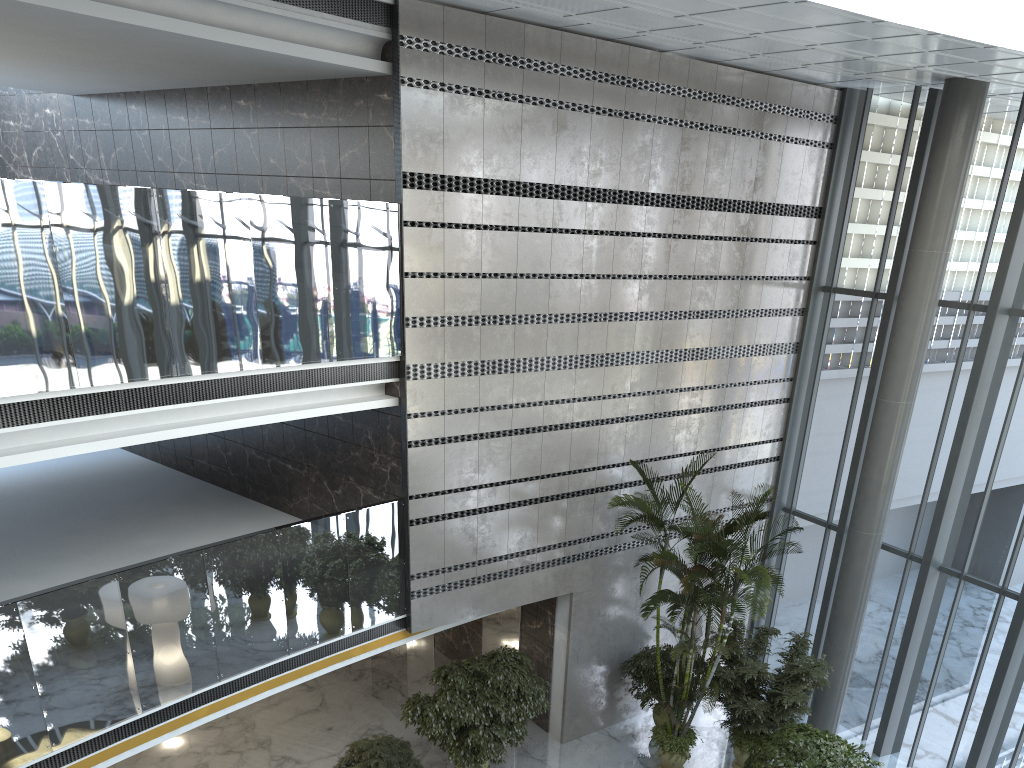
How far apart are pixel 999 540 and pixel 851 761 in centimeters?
377cm

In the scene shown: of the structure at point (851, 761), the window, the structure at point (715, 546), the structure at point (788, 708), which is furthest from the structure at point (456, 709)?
the window

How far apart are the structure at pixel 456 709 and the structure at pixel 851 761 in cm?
315

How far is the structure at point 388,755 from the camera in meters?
9.2 m

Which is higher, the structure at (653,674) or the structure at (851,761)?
the structure at (851,761)

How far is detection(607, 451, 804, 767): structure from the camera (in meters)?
9.92

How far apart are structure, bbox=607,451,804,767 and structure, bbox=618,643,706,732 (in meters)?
0.22

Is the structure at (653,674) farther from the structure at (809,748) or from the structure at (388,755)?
the structure at (388,755)

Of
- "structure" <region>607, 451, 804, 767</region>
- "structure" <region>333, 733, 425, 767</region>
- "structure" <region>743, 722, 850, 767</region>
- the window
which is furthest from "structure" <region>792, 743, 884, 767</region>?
"structure" <region>333, 733, 425, 767</region>

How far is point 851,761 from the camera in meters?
8.6
